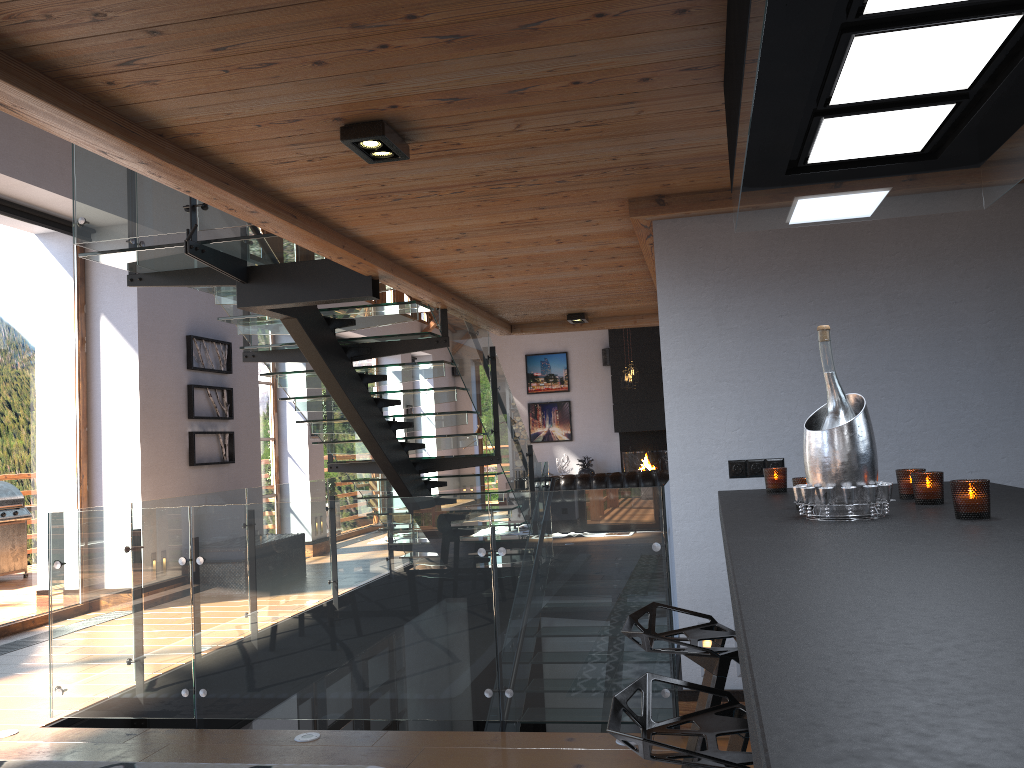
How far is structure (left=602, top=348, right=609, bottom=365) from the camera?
17.6 meters

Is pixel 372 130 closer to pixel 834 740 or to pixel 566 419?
pixel 834 740

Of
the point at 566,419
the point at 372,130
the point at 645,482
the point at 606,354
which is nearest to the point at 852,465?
the point at 372,130

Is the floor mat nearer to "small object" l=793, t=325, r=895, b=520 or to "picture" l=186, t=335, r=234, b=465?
"small object" l=793, t=325, r=895, b=520

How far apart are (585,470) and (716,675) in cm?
1523

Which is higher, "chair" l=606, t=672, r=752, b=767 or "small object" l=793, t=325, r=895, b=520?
"small object" l=793, t=325, r=895, b=520

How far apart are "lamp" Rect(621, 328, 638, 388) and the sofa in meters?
2.7

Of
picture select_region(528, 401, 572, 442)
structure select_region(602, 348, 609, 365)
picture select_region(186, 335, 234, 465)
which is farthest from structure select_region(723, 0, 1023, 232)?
picture select_region(528, 401, 572, 442)

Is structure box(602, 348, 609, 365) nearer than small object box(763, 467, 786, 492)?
No

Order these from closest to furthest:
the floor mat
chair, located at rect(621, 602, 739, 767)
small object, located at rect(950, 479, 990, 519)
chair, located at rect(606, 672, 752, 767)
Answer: chair, located at rect(606, 672, 752, 767) → small object, located at rect(950, 479, 990, 519) → chair, located at rect(621, 602, 739, 767) → the floor mat
